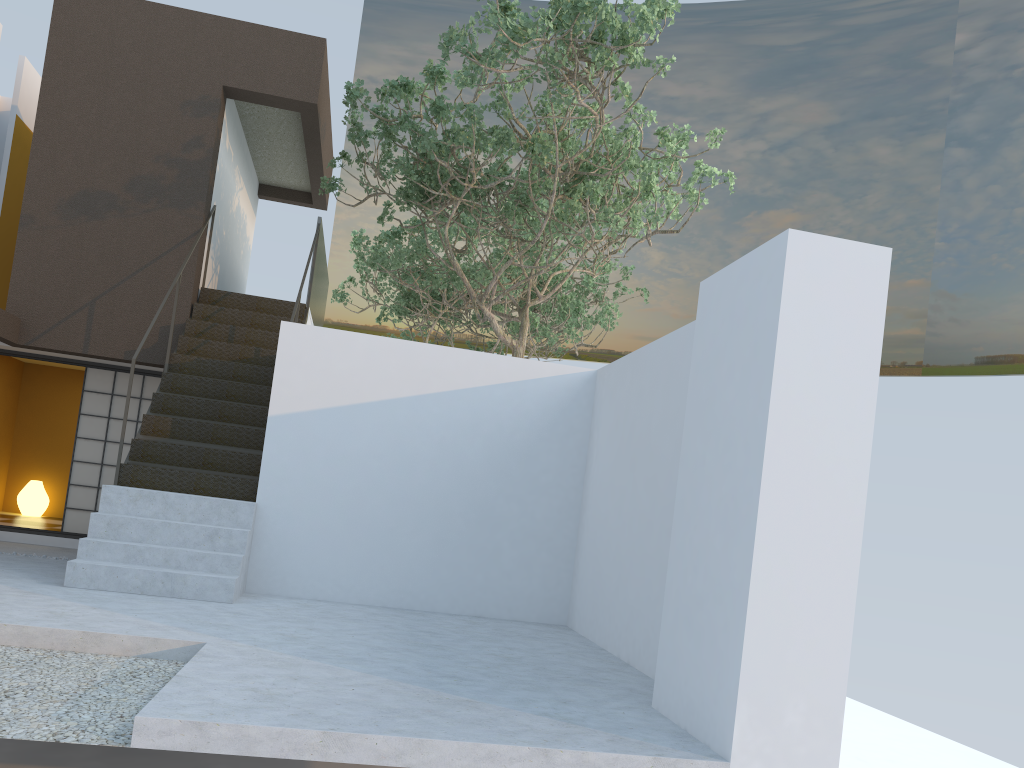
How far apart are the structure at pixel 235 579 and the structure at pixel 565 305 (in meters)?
1.95

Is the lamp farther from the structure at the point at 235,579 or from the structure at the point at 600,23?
the structure at the point at 600,23

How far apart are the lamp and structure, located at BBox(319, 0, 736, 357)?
5.5 meters

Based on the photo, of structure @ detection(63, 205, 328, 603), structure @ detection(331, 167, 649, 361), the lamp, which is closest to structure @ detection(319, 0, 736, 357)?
structure @ detection(63, 205, 328, 603)

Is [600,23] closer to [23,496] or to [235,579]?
[235,579]

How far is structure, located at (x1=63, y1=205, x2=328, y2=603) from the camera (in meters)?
6.34

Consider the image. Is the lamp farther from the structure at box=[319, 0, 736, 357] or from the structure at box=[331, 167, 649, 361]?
the structure at box=[331, 167, 649, 361]

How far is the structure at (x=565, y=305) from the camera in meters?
15.1

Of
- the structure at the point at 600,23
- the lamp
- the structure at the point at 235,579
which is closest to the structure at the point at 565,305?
the structure at the point at 600,23

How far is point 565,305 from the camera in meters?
15.1 m
